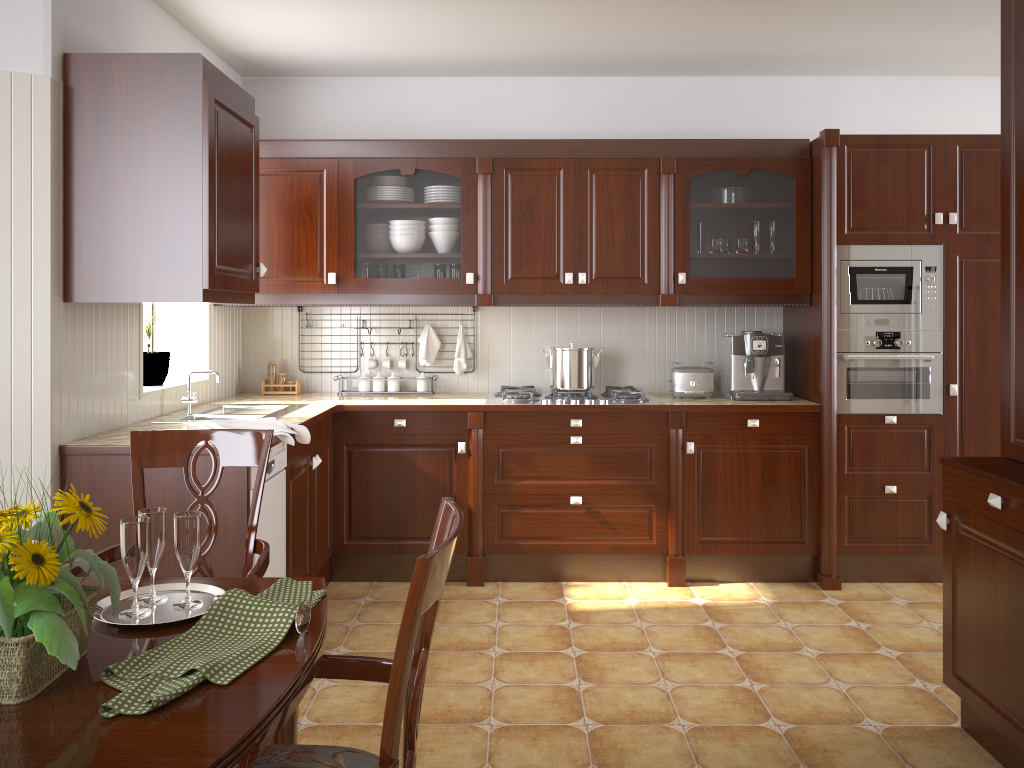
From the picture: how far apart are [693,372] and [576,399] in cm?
61

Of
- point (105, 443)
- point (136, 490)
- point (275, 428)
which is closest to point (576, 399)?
point (275, 428)

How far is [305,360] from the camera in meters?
4.6 m

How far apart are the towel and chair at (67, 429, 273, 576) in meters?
0.8 m

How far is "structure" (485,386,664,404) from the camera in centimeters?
404cm

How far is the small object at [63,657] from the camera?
1.07m

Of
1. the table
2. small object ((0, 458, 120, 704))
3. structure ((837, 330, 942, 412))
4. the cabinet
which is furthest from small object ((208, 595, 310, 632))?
structure ((837, 330, 942, 412))

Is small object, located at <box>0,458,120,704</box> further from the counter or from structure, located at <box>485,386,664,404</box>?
structure, located at <box>485,386,664,404</box>

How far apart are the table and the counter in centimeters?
128cm

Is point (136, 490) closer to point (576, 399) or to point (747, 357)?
point (576, 399)
